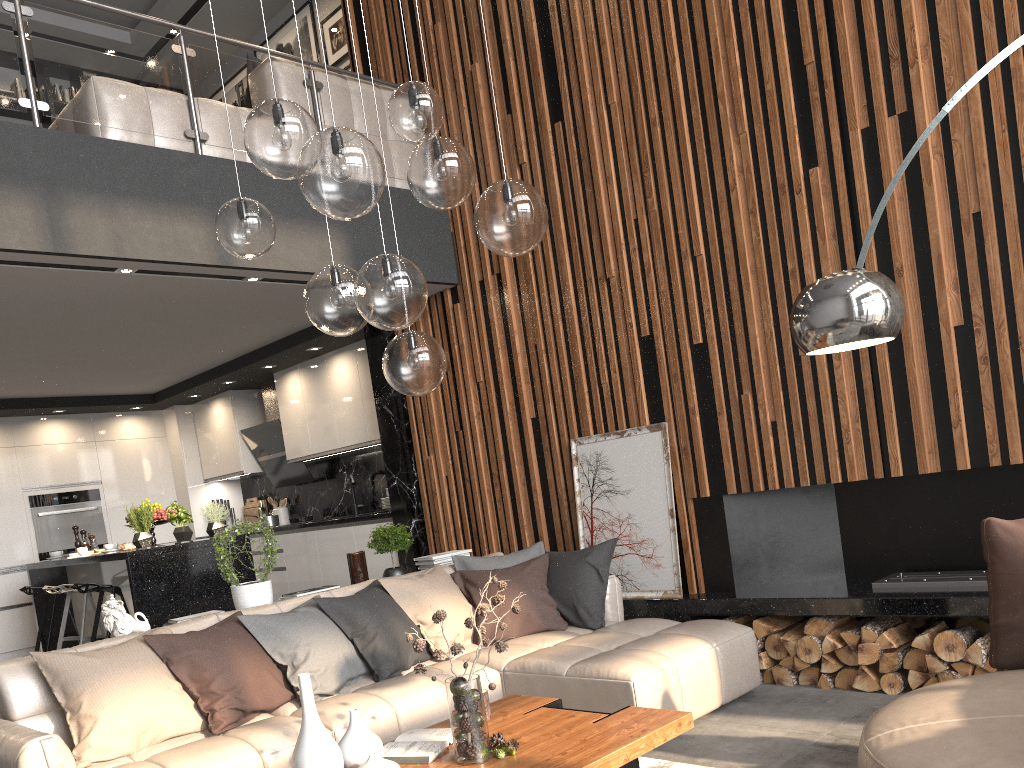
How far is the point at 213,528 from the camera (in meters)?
6.38

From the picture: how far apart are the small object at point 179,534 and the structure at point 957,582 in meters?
4.5 m

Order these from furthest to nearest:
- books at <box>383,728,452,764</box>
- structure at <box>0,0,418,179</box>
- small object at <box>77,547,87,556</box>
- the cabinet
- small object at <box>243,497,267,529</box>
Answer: small object at <box>243,497,267,529</box> < small object at <box>77,547,87,556</box> < the cabinet < structure at <box>0,0,418,179</box> < books at <box>383,728,452,764</box>

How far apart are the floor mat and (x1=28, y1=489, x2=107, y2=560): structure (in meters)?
6.92

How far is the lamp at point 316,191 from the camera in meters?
2.4

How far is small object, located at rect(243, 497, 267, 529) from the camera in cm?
920

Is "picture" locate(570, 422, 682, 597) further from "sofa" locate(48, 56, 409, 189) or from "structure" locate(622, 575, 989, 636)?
"sofa" locate(48, 56, 409, 189)

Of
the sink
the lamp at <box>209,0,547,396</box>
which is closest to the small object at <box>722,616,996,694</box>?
the lamp at <box>209,0,547,396</box>

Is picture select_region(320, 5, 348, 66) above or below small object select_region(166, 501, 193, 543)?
above

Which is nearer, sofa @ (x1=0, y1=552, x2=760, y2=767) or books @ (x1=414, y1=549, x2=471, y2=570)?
sofa @ (x1=0, y1=552, x2=760, y2=767)
